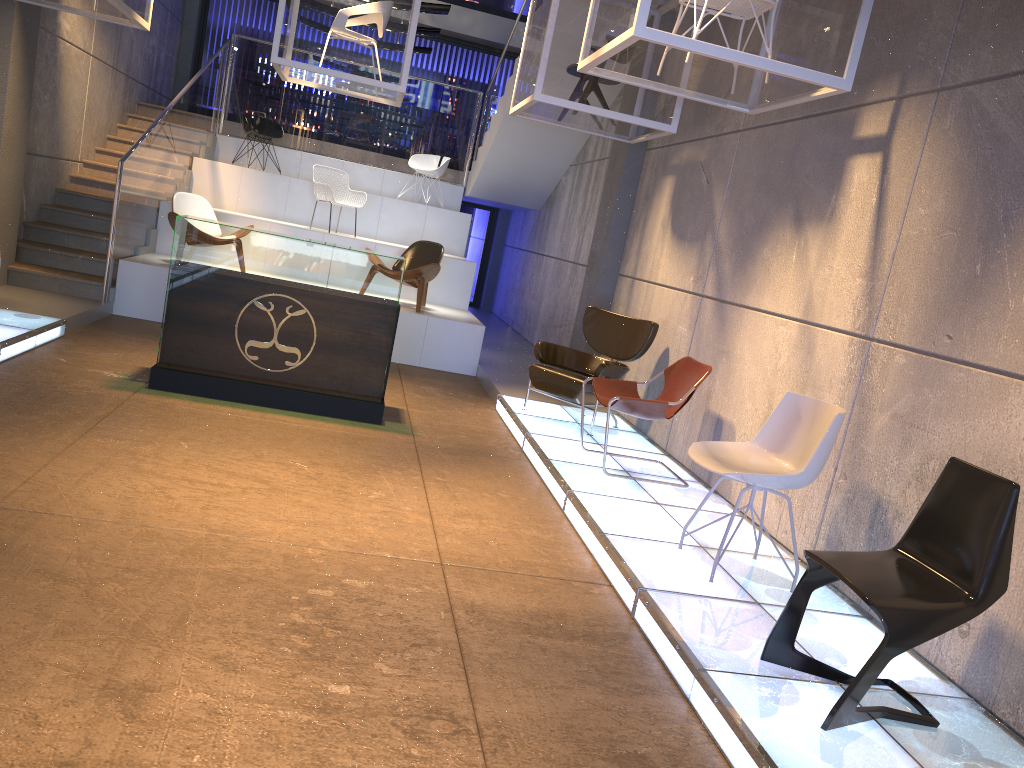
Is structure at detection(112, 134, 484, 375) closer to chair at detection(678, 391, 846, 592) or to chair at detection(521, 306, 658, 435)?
chair at detection(521, 306, 658, 435)

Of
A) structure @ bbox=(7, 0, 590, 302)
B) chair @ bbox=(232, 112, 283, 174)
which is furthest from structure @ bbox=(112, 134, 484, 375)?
chair @ bbox=(232, 112, 283, 174)

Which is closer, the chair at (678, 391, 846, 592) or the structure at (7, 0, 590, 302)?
the chair at (678, 391, 846, 592)

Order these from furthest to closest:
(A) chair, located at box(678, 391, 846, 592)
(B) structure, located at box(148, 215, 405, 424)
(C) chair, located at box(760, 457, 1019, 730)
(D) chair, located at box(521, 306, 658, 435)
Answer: (D) chair, located at box(521, 306, 658, 435), (B) structure, located at box(148, 215, 405, 424), (A) chair, located at box(678, 391, 846, 592), (C) chair, located at box(760, 457, 1019, 730)

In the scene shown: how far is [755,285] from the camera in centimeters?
585cm

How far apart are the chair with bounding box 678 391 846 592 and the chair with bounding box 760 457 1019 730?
0.7 meters

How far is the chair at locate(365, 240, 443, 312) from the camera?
9.5 meters

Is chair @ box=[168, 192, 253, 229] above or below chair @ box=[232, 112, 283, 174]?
below

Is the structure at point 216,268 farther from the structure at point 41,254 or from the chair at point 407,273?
the chair at point 407,273

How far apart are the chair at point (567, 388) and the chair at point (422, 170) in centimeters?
585cm
